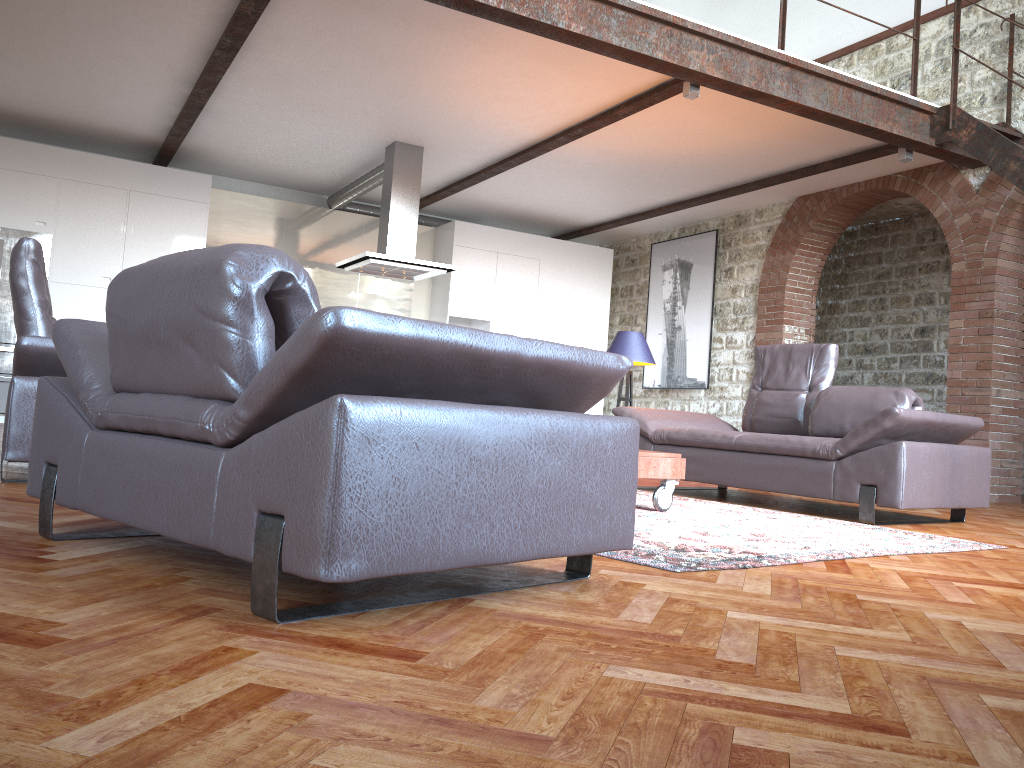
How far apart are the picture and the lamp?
3.5m

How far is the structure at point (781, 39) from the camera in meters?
6.3

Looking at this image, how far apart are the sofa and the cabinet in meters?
4.8 m

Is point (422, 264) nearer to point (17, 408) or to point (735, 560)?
point (17, 408)

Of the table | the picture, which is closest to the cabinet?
the picture

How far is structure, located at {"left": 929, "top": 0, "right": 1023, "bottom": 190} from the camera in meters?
6.5 m

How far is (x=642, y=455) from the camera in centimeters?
421cm

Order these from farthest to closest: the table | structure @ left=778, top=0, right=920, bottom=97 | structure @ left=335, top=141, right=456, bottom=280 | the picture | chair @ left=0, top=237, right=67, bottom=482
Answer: the picture < structure @ left=335, top=141, right=456, bottom=280 < structure @ left=778, top=0, right=920, bottom=97 < the table < chair @ left=0, top=237, right=67, bottom=482

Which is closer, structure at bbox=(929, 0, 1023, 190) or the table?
the table

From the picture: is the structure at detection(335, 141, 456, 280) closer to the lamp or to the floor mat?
the lamp
